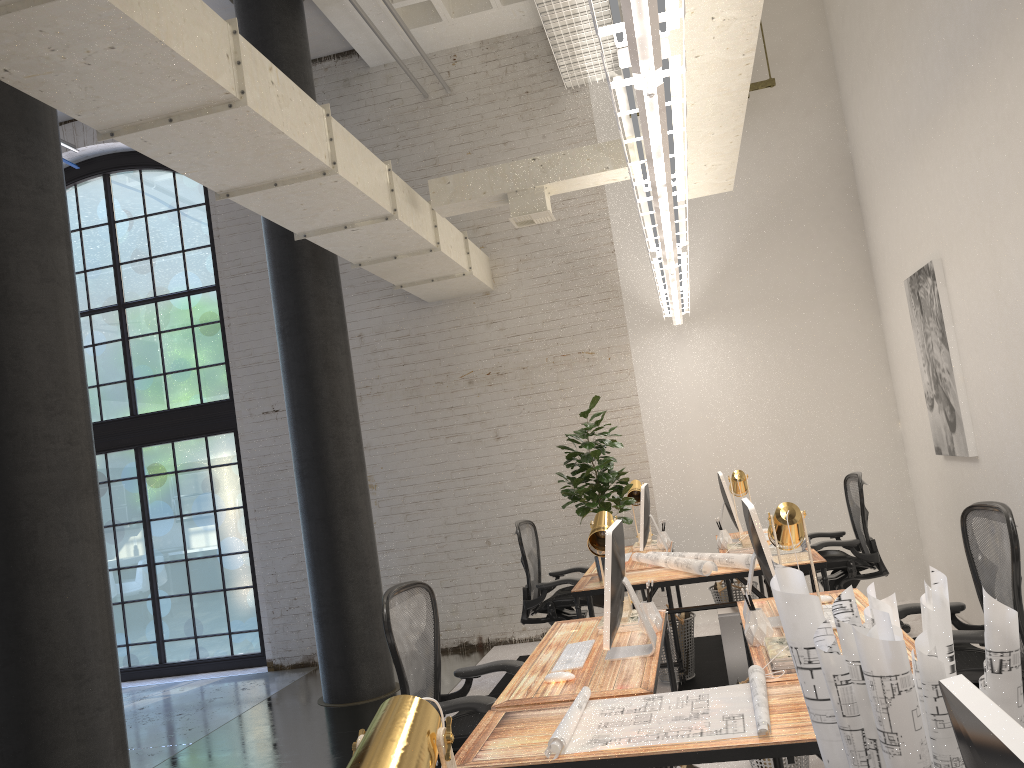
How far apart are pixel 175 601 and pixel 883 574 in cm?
630

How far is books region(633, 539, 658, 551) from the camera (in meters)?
6.35

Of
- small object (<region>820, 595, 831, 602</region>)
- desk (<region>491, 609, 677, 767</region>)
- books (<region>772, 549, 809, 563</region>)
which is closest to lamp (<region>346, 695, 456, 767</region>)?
desk (<region>491, 609, 677, 767</region>)

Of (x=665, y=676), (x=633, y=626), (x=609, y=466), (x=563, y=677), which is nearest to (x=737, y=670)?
(x=665, y=676)

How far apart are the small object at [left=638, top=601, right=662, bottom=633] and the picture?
2.64m

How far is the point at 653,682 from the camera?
2.86m

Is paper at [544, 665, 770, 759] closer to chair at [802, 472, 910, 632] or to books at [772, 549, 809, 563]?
books at [772, 549, 809, 563]

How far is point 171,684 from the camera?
7.9m

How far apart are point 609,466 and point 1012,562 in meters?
2.3 m

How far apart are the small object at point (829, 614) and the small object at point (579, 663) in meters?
0.9 m
